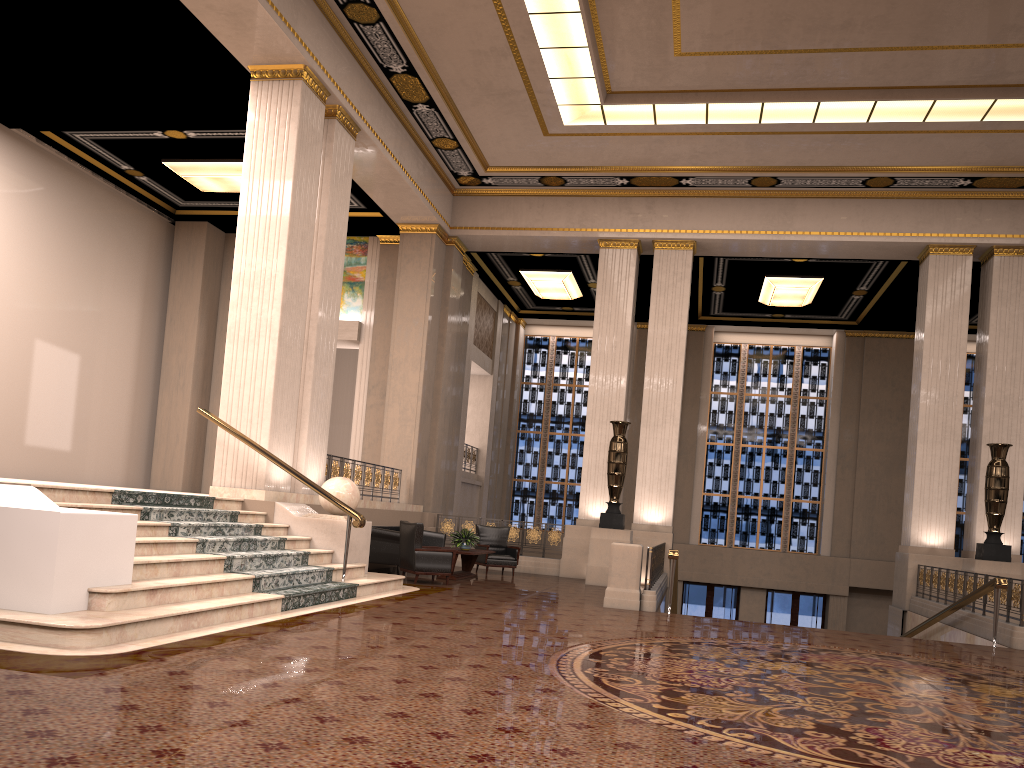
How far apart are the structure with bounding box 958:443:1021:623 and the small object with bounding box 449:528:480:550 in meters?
7.6 m

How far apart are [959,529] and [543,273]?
12.06m

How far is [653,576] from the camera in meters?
11.6 m

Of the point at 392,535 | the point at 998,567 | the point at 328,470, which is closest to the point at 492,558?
the point at 392,535

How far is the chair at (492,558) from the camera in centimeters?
1493cm

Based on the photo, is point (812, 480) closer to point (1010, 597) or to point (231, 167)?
point (1010, 597)

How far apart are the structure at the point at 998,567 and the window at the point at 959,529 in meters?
8.7 m

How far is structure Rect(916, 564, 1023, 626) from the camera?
10.37m

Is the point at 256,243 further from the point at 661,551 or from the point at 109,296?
the point at 661,551

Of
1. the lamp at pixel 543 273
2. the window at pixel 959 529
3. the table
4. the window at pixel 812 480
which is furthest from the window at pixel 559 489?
the table
